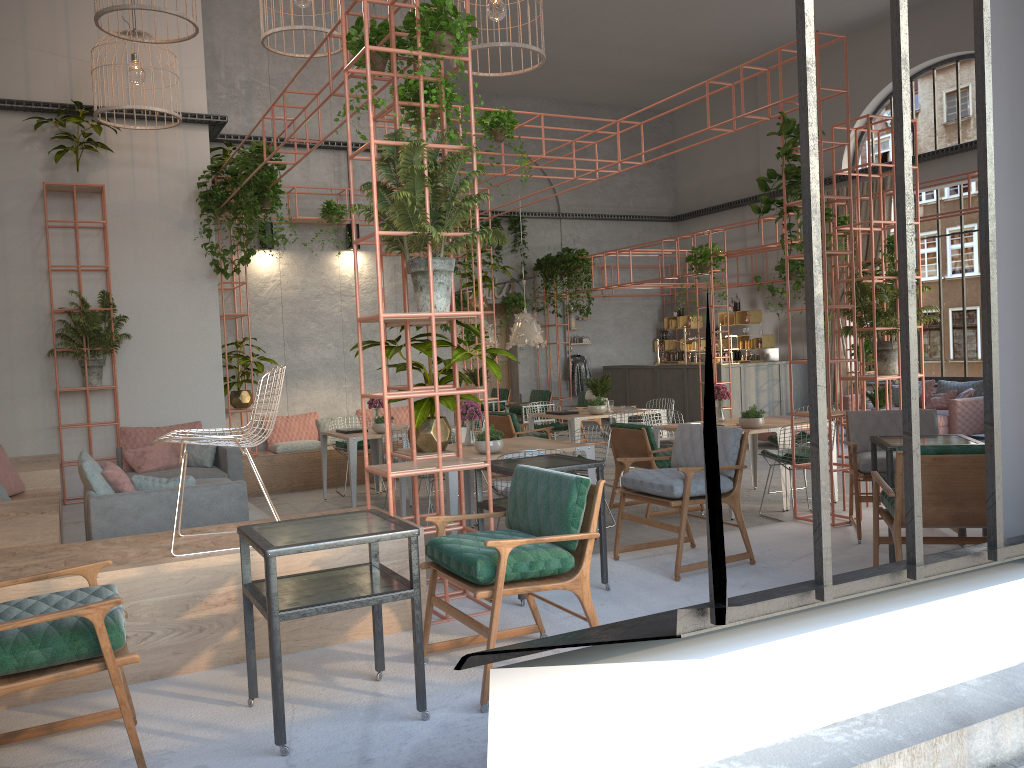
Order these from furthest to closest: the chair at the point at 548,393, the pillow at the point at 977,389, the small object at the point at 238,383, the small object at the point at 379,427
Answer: the chair at the point at 548,393 → the pillow at the point at 977,389 → the small object at the point at 238,383 → the small object at the point at 379,427

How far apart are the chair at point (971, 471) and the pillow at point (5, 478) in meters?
7.3 m

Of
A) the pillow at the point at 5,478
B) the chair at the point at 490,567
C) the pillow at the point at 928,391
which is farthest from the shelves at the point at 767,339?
the chair at the point at 490,567

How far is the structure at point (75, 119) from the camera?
9.7m

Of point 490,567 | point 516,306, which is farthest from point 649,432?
point 516,306

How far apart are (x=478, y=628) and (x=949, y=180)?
14.22m

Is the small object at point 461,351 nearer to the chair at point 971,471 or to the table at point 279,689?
the table at point 279,689

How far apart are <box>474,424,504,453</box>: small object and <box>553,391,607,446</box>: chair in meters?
7.7 m

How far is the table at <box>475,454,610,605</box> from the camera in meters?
5.3 m

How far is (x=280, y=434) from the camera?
12.03m
